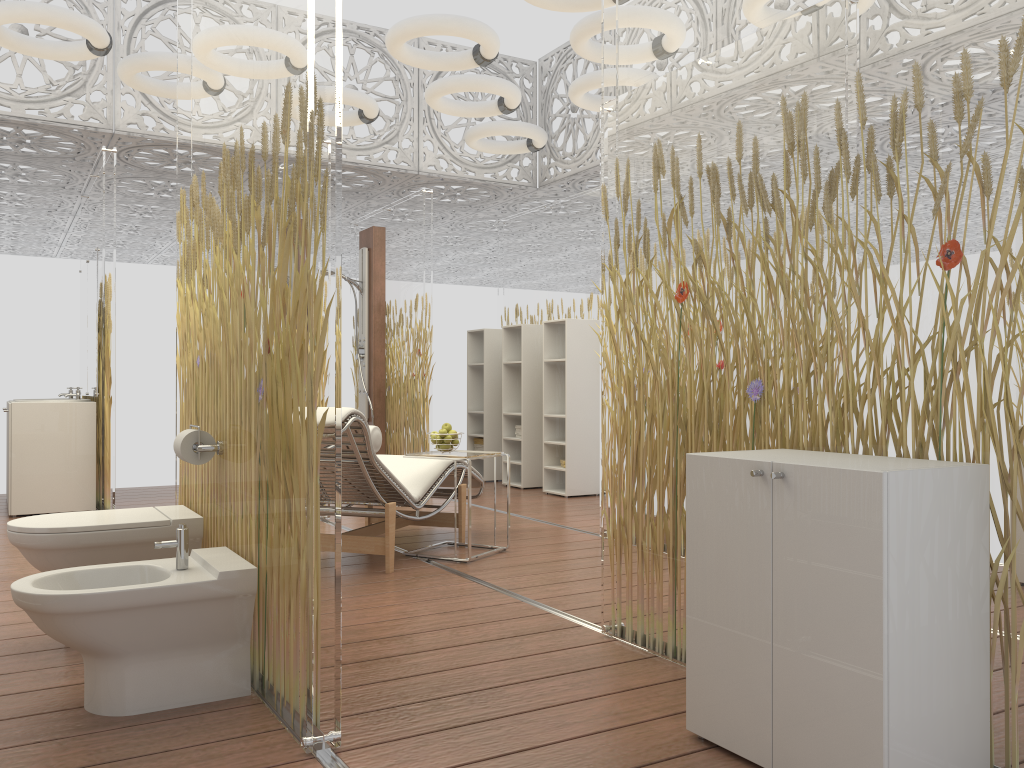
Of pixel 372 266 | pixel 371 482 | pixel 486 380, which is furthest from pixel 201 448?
pixel 486 380

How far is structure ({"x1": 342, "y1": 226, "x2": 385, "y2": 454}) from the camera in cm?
820

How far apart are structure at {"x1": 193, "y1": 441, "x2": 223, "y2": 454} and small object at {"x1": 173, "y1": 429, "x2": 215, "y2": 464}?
0.03m

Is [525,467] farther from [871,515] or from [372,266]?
[871,515]

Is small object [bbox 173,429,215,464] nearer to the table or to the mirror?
the table

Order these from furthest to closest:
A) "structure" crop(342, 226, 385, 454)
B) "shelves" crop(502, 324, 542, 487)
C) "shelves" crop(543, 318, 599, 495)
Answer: "structure" crop(342, 226, 385, 454) < "shelves" crop(502, 324, 542, 487) < "shelves" crop(543, 318, 599, 495)

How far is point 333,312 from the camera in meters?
2.2

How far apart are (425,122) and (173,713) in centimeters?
632cm

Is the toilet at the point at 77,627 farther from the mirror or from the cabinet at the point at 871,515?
the mirror

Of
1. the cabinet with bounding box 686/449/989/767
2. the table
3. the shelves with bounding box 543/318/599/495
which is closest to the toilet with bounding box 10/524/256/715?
the cabinet with bounding box 686/449/989/767
